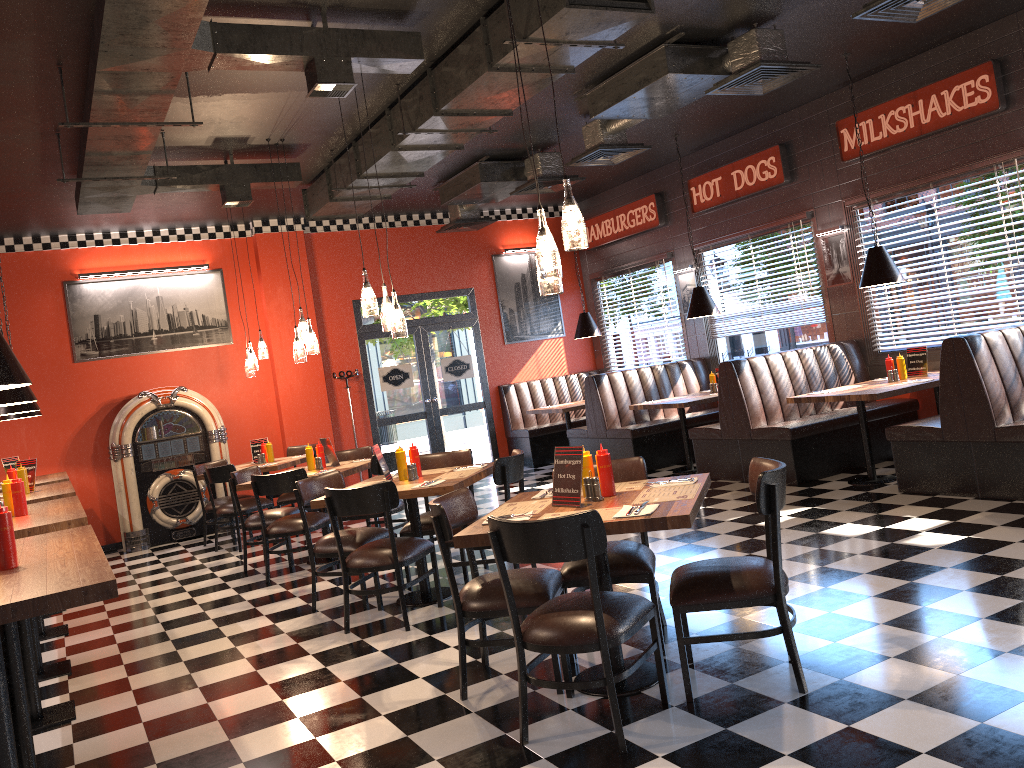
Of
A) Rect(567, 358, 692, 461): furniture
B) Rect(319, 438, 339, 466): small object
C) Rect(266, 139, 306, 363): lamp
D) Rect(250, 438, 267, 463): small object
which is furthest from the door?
Rect(266, 139, 306, 363): lamp

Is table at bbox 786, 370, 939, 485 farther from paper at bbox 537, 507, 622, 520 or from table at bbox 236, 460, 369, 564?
paper at bbox 537, 507, 622, 520

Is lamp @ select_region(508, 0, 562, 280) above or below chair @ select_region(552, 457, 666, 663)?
above

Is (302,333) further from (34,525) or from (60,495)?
(34,525)

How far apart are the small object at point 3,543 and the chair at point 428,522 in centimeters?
330cm

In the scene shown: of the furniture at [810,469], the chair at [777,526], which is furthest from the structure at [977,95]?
the chair at [777,526]

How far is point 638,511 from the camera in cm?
347

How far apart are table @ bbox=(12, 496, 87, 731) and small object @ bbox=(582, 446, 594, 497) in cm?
249

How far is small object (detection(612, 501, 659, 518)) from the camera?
3.47m

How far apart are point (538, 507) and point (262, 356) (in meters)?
6.24
